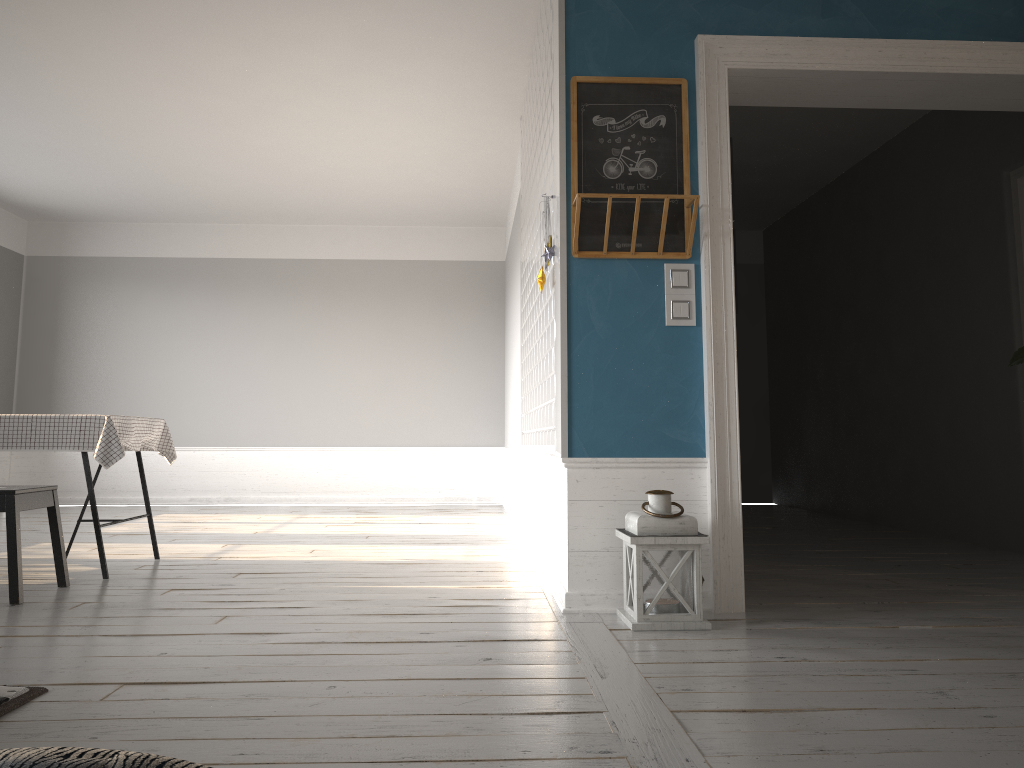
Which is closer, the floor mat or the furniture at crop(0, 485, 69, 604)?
the floor mat

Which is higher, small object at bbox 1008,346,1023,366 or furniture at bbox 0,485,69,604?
small object at bbox 1008,346,1023,366

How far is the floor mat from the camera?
2.2 meters

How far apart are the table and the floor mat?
2.0 meters

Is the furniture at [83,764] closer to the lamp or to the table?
the lamp

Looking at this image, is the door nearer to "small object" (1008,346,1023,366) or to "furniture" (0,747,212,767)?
"small object" (1008,346,1023,366)

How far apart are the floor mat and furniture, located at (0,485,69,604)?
1.5 meters

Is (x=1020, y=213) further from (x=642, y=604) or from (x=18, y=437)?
(x=18, y=437)

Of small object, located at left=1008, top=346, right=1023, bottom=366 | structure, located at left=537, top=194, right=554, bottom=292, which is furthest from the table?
small object, located at left=1008, top=346, right=1023, bottom=366

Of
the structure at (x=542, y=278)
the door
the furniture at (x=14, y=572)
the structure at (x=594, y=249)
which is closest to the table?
the furniture at (x=14, y=572)
